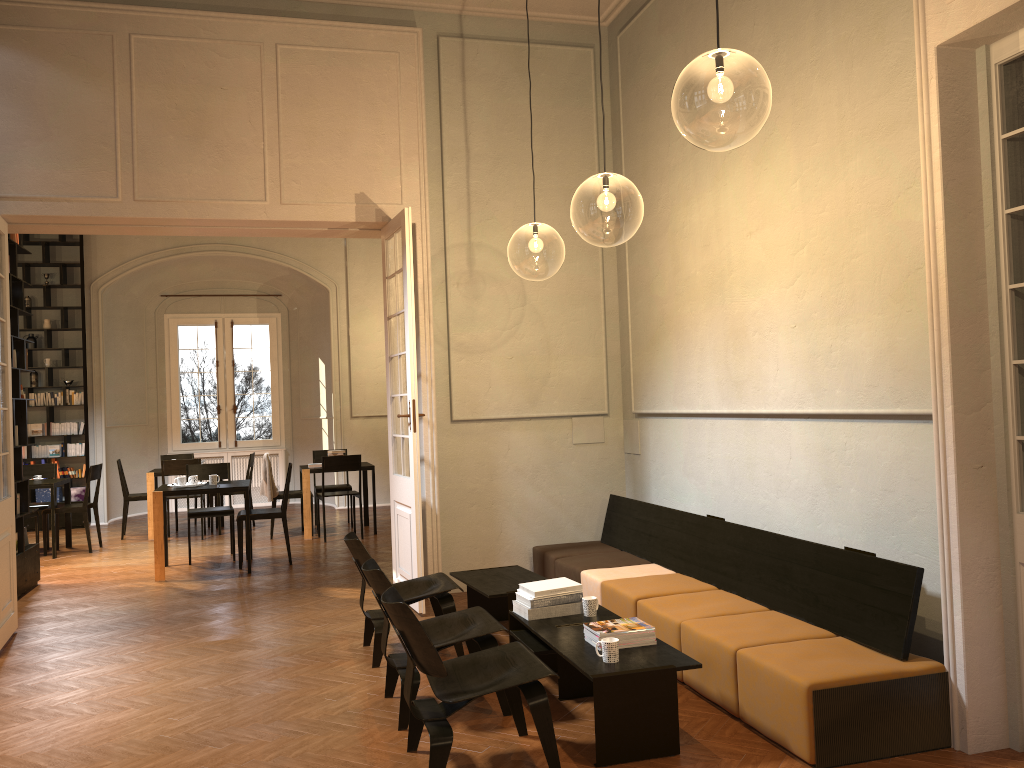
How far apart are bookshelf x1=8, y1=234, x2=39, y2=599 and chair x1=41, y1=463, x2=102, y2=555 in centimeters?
208cm

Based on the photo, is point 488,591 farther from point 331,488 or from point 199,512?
point 331,488

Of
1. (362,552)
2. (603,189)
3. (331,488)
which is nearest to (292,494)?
(331,488)

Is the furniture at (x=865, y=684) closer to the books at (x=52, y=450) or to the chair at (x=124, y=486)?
the chair at (x=124, y=486)

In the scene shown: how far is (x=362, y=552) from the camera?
5.71m

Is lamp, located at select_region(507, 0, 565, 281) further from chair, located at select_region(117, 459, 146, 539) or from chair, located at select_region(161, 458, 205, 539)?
chair, located at select_region(117, 459, 146, 539)

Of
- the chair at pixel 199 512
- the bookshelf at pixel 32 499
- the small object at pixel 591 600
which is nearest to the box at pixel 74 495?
the bookshelf at pixel 32 499

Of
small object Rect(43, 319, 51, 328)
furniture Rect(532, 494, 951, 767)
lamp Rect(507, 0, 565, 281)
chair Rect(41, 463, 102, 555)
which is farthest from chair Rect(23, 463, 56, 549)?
furniture Rect(532, 494, 951, 767)

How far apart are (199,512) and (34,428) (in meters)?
5.12

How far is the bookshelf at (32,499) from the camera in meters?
13.3
